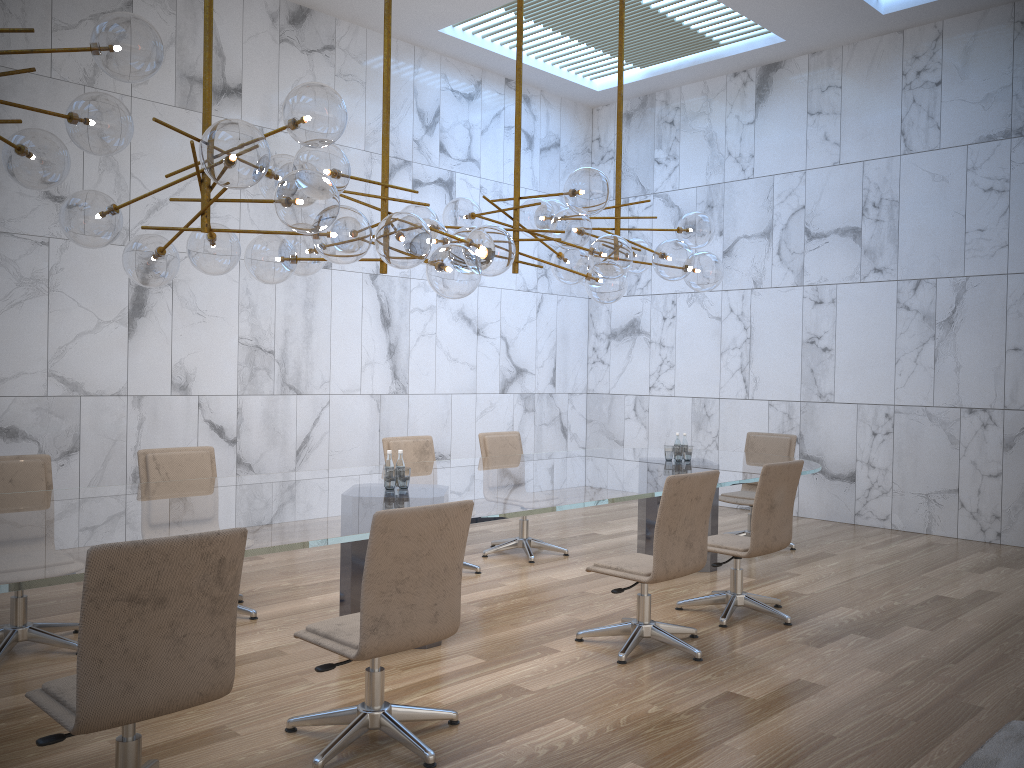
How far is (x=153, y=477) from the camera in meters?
5.4 m

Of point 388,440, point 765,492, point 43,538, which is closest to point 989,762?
point 765,492

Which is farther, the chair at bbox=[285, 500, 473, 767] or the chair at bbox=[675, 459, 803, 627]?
the chair at bbox=[675, 459, 803, 627]

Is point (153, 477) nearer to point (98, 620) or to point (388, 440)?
point (388, 440)

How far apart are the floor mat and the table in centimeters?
200cm

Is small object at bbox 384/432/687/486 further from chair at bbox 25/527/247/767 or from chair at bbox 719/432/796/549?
chair at bbox 25/527/247/767

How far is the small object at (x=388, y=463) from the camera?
5.05m

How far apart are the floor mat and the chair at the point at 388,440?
3.7m

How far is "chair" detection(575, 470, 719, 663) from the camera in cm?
461

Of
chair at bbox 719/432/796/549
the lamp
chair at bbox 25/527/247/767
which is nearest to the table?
chair at bbox 25/527/247/767
